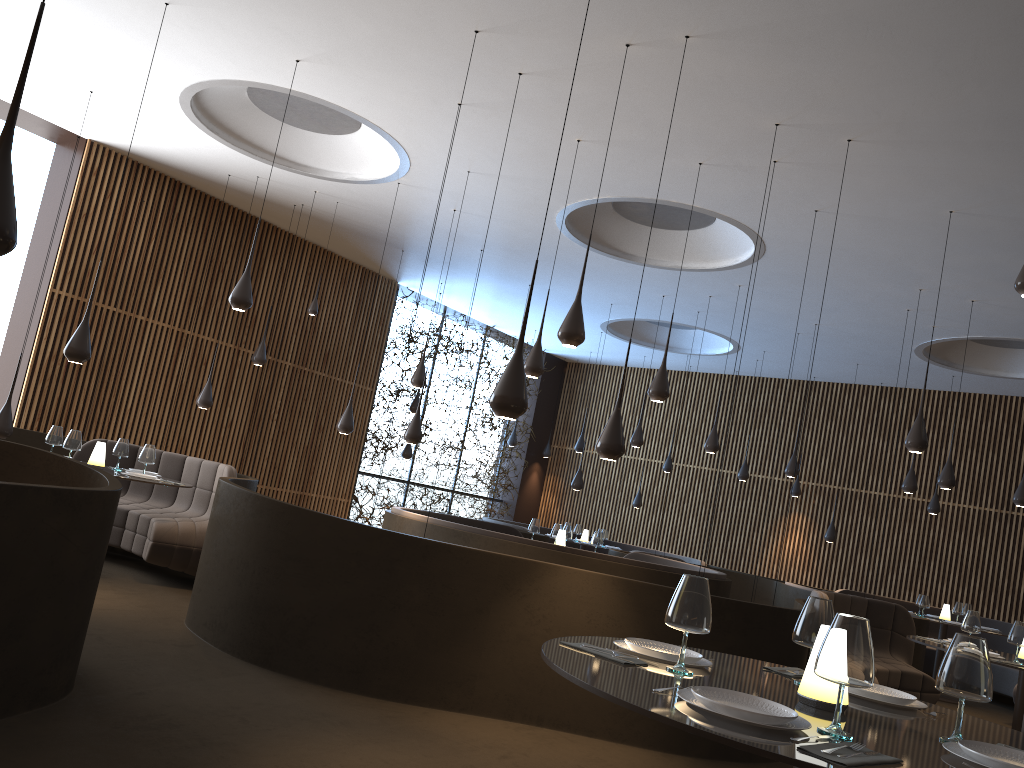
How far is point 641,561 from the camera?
8.43m

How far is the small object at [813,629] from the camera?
2.95m

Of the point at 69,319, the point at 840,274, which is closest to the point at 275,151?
the point at 69,319

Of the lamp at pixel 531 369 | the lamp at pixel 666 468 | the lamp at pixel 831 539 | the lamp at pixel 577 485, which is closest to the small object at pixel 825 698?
the lamp at pixel 531 369

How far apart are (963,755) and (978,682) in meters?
0.2 m

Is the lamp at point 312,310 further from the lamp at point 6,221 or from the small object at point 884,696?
the small object at point 884,696

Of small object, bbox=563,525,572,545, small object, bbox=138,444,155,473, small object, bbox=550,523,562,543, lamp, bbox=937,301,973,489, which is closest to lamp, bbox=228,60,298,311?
small object, bbox=138,444,155,473

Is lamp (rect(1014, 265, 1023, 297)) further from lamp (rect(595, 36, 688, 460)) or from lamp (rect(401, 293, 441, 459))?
lamp (rect(401, 293, 441, 459))

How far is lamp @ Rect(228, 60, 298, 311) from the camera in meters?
7.3

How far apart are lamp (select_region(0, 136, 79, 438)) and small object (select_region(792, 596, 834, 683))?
7.6m
